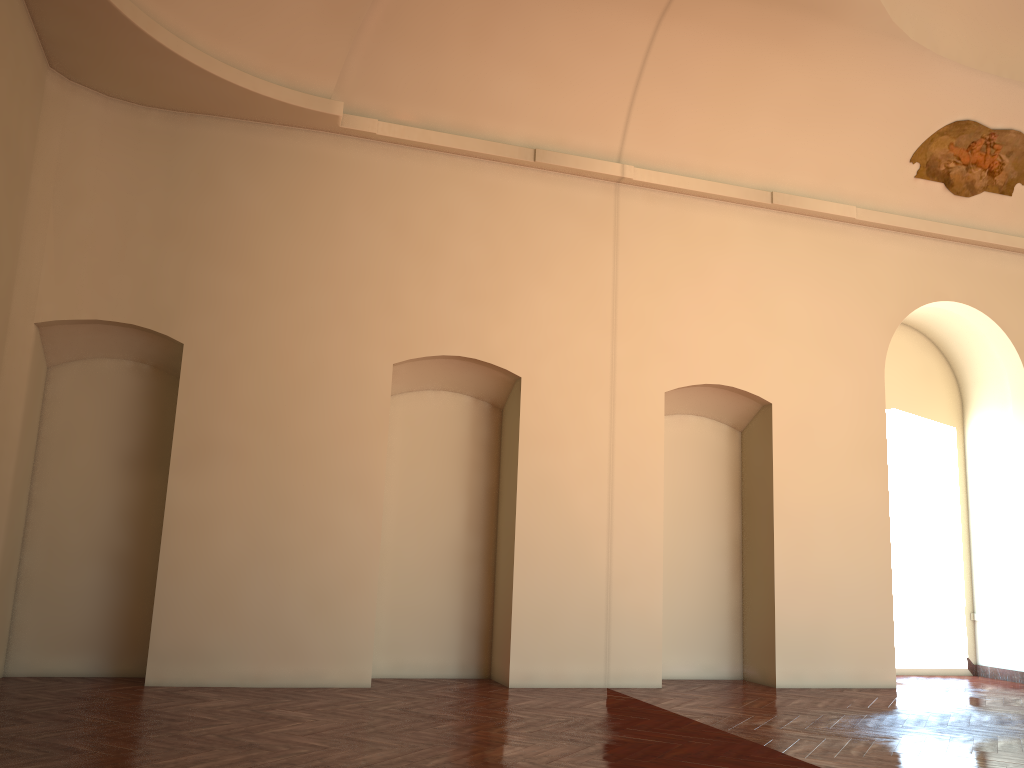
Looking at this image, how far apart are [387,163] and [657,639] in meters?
5.6 m
